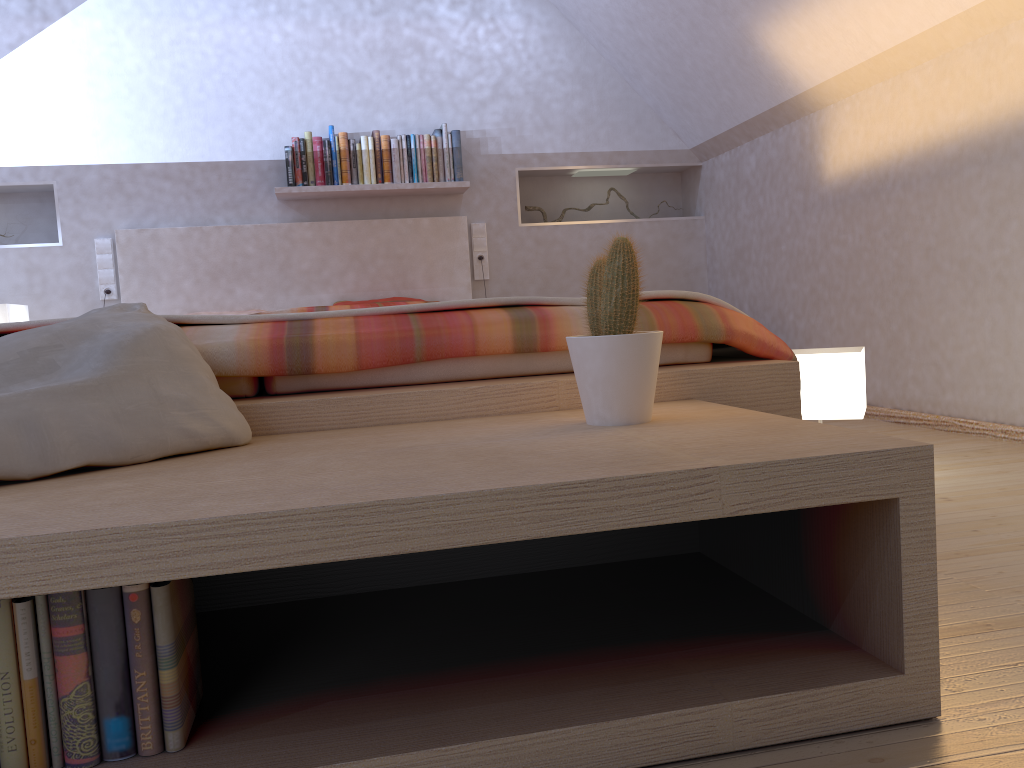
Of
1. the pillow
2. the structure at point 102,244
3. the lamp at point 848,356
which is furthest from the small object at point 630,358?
the structure at point 102,244

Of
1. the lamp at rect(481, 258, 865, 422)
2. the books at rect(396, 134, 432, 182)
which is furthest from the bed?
the lamp at rect(481, 258, 865, 422)

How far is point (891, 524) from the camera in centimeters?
97cm

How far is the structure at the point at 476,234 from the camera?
4.5m

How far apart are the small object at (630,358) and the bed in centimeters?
21cm

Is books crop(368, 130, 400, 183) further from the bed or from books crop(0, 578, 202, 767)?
books crop(0, 578, 202, 767)

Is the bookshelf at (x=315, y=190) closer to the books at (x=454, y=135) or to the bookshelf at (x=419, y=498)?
the books at (x=454, y=135)

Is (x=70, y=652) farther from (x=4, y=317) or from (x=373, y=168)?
(x=373, y=168)

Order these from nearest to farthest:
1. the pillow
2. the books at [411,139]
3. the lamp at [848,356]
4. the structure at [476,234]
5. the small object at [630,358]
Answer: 1. the pillow
2. the small object at [630,358]
3. the lamp at [848,356]
4. the books at [411,139]
5. the structure at [476,234]

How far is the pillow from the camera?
1.1m
